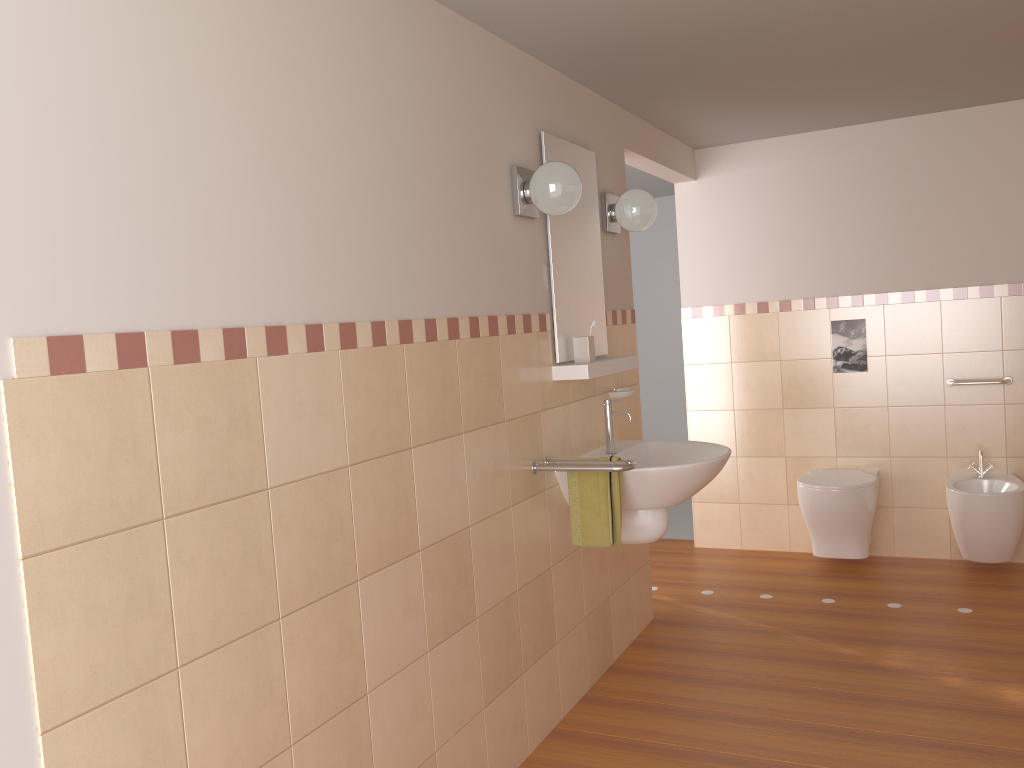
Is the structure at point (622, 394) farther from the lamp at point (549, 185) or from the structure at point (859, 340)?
the structure at point (859, 340)

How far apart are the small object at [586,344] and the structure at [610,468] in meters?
0.4

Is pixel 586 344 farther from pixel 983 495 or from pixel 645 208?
pixel 983 495

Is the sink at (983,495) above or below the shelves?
below

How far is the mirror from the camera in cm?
311

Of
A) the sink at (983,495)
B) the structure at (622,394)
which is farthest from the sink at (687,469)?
the sink at (983,495)

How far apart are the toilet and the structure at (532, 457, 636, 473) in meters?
1.9

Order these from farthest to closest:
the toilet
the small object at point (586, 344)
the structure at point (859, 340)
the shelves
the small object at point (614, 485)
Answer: the structure at point (859, 340)
the toilet
the small object at point (586, 344)
the shelves
the small object at point (614, 485)

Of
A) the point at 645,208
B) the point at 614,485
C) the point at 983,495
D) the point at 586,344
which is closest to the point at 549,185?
the point at 586,344

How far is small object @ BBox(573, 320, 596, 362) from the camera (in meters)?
3.14
